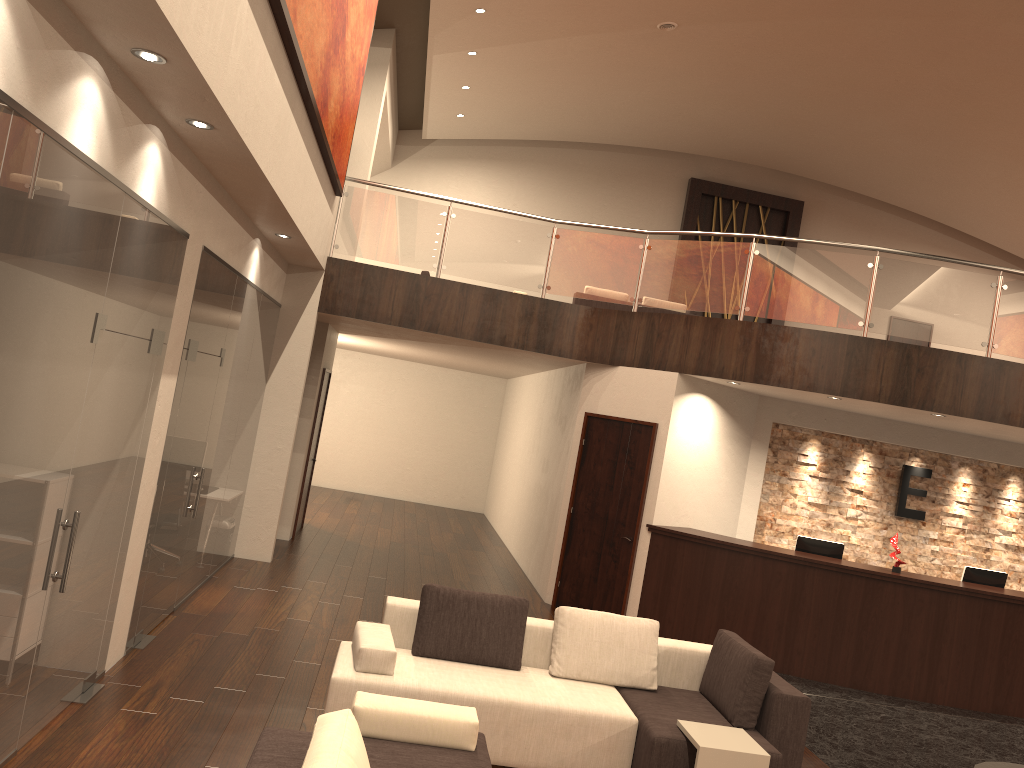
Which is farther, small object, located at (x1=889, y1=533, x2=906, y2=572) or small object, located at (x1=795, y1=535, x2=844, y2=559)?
small object, located at (x1=795, y1=535, x2=844, y2=559)

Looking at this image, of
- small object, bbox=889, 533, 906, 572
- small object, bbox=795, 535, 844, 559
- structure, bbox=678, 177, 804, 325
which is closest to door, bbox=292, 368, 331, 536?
small object, bbox=795, 535, 844, 559

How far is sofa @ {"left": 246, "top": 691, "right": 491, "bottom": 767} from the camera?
3.0 meters

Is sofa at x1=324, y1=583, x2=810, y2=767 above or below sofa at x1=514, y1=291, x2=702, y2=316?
below

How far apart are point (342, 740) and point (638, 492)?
6.8m

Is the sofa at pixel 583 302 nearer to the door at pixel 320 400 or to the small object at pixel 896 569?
the door at pixel 320 400

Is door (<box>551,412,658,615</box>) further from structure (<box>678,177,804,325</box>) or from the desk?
structure (<box>678,177,804,325</box>)

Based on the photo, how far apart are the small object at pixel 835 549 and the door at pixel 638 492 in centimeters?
170cm

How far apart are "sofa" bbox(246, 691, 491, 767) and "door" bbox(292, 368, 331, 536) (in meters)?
7.55

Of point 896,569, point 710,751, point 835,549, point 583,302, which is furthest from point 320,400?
point 710,751
